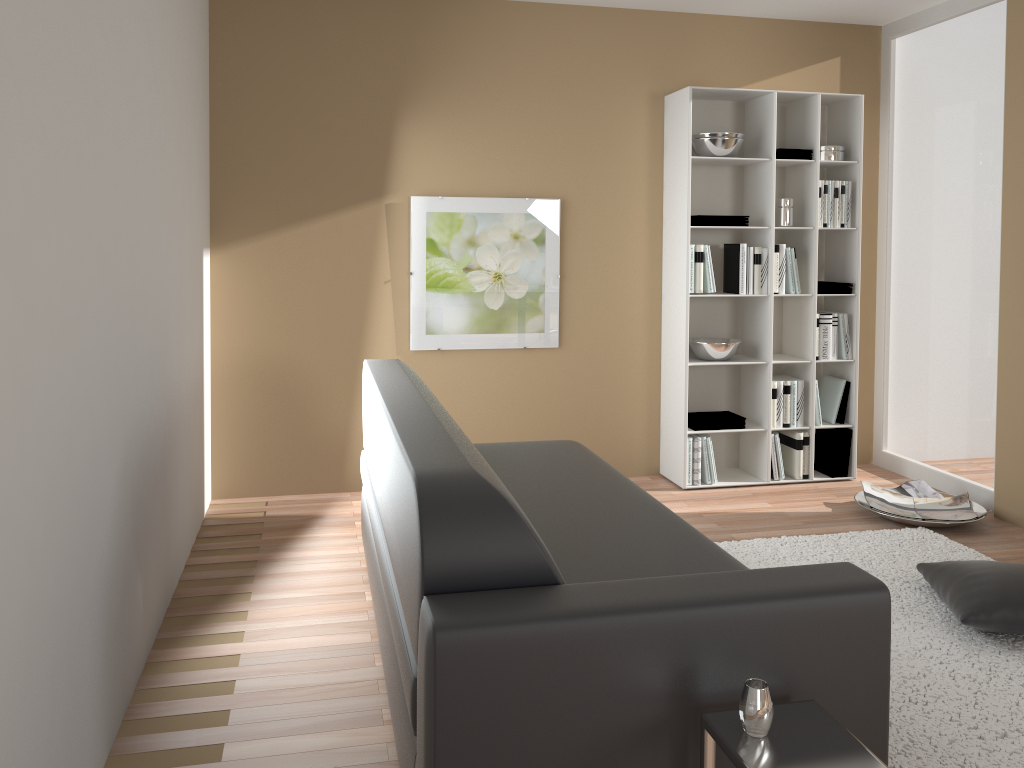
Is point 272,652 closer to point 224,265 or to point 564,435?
point 224,265

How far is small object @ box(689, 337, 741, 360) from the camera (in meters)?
4.75

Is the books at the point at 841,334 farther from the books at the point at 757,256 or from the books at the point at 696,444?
A: the books at the point at 696,444

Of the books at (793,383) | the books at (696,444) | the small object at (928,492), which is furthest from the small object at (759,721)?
the books at (793,383)

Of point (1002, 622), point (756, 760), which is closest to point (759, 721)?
point (756, 760)

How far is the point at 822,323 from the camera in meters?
4.9

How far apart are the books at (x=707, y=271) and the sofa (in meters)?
1.45

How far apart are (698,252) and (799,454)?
1.3m

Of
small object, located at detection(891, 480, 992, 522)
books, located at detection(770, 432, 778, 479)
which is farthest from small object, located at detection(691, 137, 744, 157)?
small object, located at detection(891, 480, 992, 522)

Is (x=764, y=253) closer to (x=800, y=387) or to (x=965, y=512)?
(x=800, y=387)
